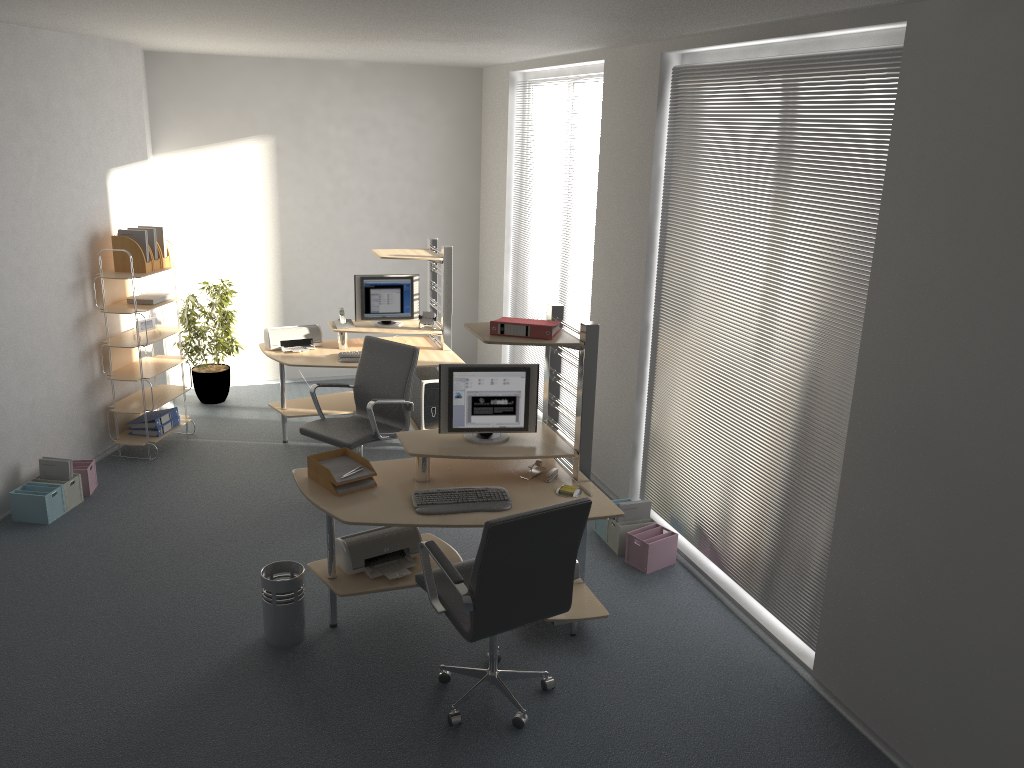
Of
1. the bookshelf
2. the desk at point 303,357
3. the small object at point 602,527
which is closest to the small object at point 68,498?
the bookshelf

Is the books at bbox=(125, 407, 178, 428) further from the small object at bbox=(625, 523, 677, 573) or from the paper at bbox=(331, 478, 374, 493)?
the small object at bbox=(625, 523, 677, 573)

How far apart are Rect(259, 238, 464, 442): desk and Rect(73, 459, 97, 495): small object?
1.4m

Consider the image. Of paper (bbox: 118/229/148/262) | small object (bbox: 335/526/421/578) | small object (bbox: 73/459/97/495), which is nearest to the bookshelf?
paper (bbox: 118/229/148/262)

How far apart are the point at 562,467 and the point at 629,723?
1.40m

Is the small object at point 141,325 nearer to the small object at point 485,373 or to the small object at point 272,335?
the small object at point 272,335

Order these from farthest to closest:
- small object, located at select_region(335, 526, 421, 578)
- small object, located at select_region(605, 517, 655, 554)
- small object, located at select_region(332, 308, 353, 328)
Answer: small object, located at select_region(332, 308, 353, 328), small object, located at select_region(605, 517, 655, 554), small object, located at select_region(335, 526, 421, 578)

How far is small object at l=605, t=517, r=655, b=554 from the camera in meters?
5.4 m

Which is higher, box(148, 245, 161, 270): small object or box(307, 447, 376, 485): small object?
box(148, 245, 161, 270): small object

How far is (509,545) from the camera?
3.48m
